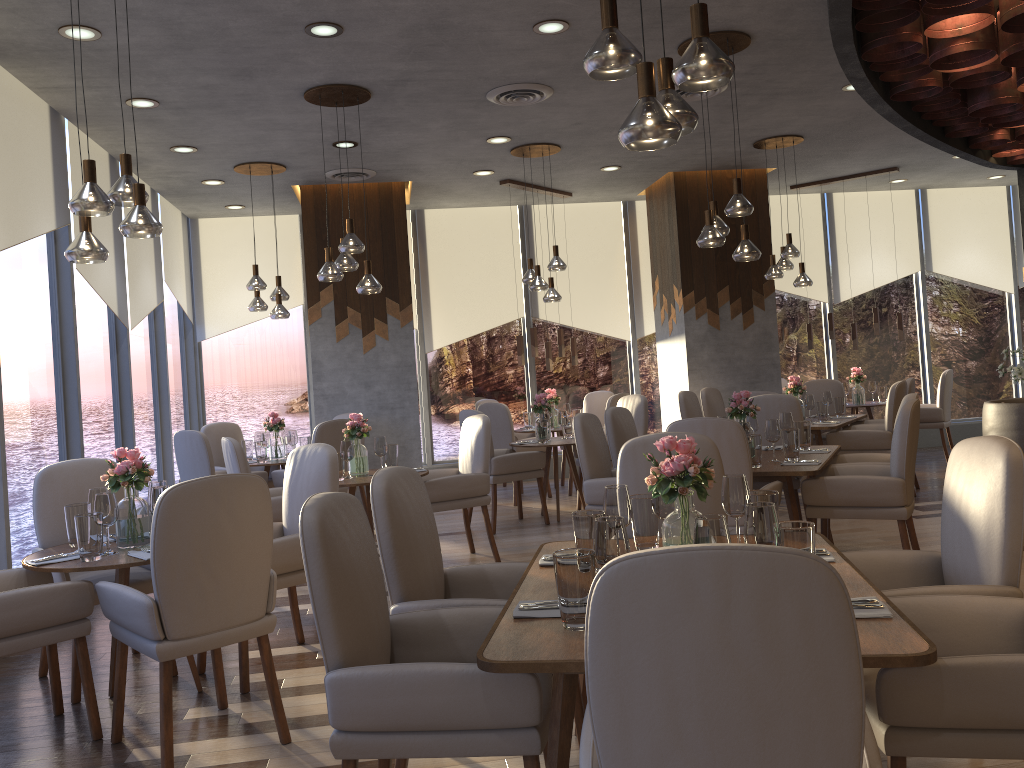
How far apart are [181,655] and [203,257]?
7.5 meters

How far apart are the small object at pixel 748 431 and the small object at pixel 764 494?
2.1m

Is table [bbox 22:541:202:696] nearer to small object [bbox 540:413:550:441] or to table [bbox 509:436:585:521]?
table [bbox 509:436:585:521]

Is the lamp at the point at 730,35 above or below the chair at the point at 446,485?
above

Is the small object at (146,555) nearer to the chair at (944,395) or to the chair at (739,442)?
the chair at (739,442)

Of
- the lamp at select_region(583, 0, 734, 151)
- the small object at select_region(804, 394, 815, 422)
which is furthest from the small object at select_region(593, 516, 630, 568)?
the small object at select_region(804, 394, 815, 422)

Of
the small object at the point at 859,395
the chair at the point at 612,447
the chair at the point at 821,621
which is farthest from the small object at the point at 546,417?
the chair at the point at 821,621

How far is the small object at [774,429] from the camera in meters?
5.0 m

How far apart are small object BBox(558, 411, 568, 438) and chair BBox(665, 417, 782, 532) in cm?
327

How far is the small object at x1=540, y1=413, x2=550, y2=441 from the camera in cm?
755
